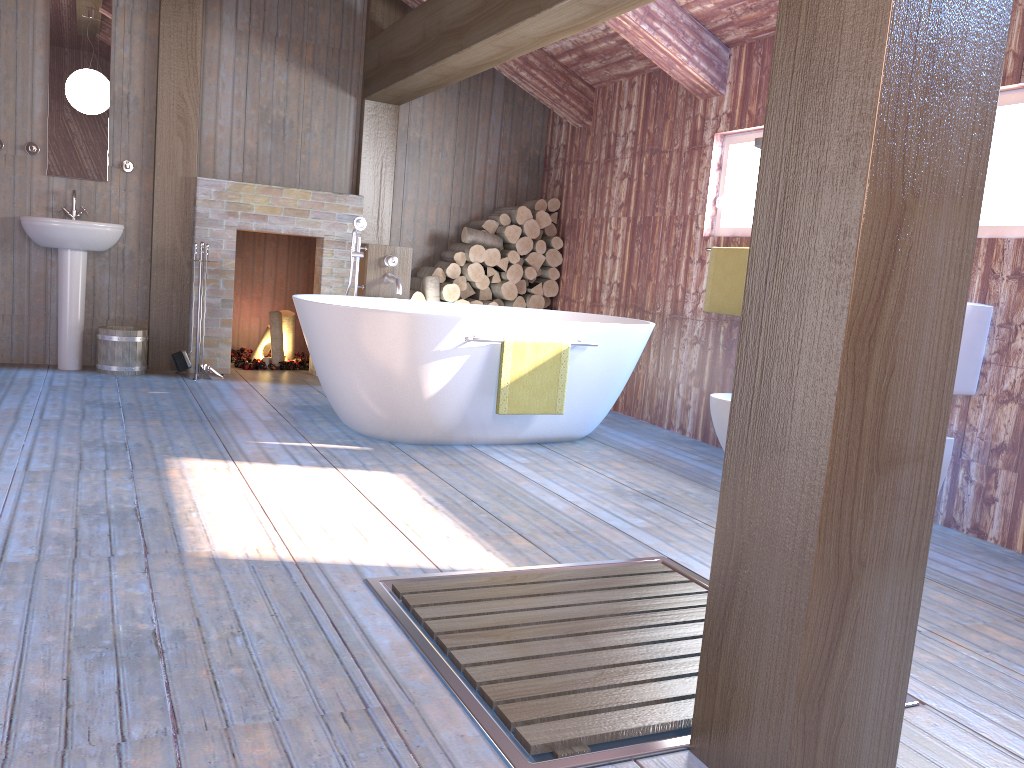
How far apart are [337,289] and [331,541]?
3.8 meters

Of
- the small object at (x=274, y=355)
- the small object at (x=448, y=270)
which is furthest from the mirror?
the small object at (x=448, y=270)

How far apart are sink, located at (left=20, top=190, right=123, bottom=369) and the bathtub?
1.6 meters

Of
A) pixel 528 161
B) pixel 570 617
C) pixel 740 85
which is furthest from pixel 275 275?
pixel 570 617

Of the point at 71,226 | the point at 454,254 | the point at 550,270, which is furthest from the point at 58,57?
the point at 550,270

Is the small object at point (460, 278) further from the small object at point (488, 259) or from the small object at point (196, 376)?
the small object at point (196, 376)

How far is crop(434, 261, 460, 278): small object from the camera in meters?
6.4

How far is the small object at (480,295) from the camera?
6.7 meters

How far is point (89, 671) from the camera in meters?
1.8 m

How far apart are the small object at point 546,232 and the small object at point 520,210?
0.25m
